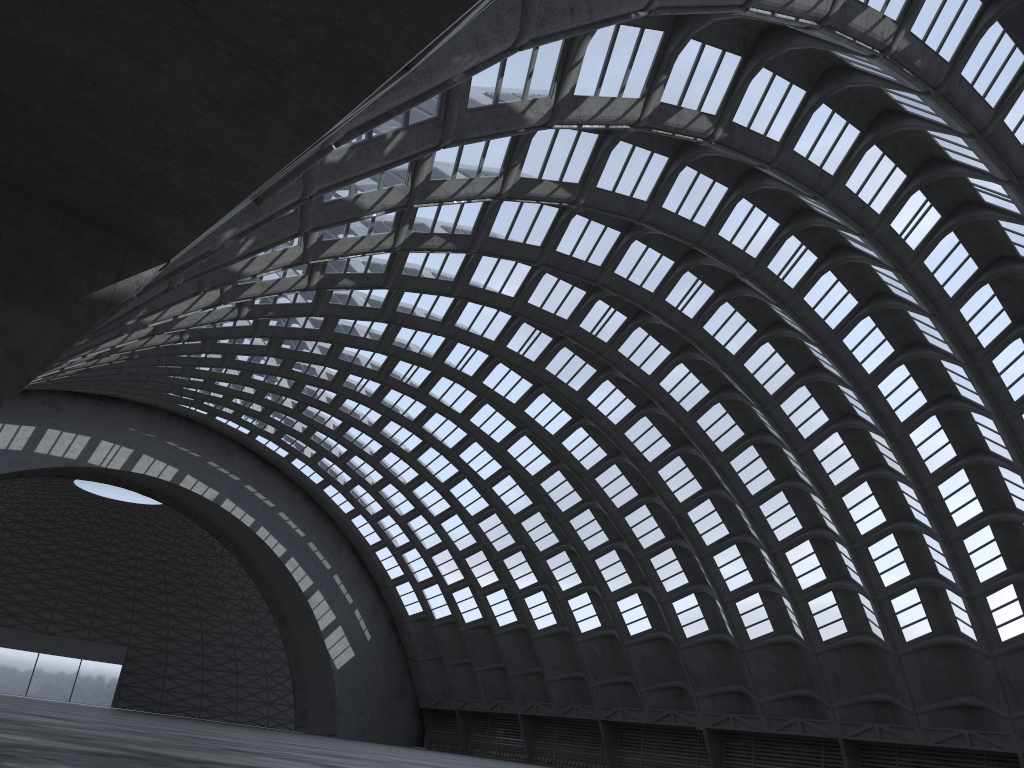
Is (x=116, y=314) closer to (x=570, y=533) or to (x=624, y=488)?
(x=624, y=488)
